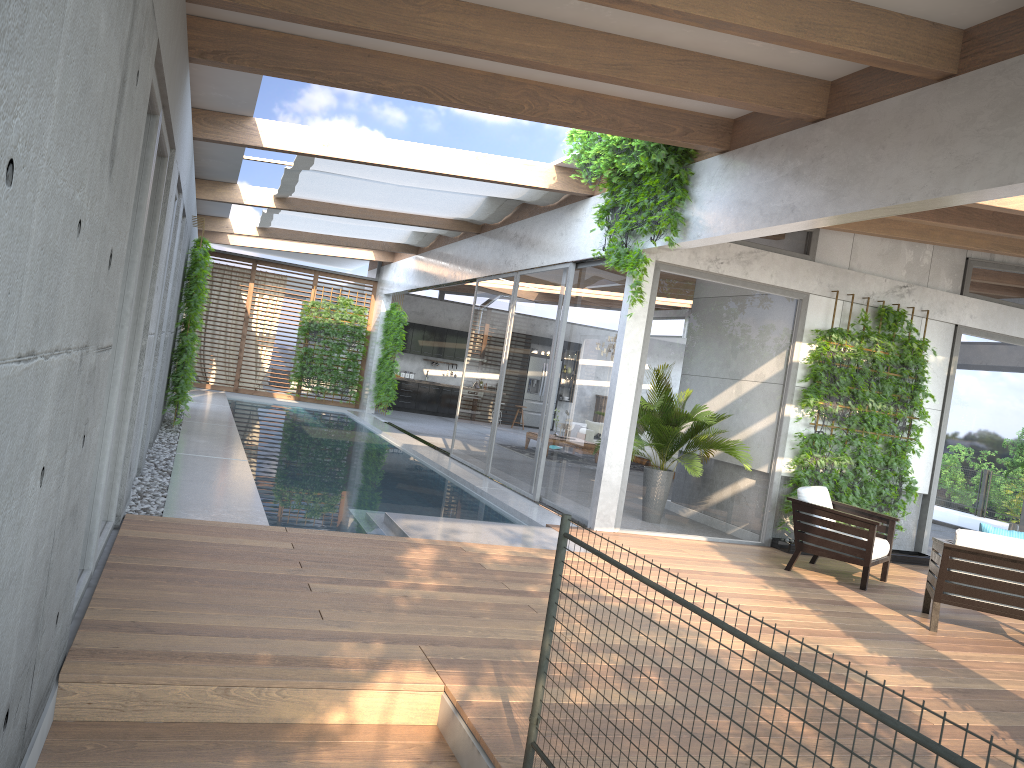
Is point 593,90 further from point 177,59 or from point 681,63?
point 177,59

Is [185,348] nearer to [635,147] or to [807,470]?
[635,147]

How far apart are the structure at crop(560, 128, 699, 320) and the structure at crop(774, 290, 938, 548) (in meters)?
2.05

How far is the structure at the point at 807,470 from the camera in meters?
9.1 m

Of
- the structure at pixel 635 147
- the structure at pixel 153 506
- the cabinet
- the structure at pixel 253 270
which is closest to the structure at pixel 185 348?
the structure at pixel 153 506

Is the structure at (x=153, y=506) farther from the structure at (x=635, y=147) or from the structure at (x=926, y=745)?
the structure at (x=635, y=147)

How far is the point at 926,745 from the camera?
1.5 meters

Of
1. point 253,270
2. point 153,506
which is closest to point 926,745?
point 153,506

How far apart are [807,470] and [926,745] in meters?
7.9 m

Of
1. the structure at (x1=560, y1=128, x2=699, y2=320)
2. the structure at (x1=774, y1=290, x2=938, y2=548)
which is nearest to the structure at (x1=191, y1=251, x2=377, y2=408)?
the structure at (x1=560, y1=128, x2=699, y2=320)
